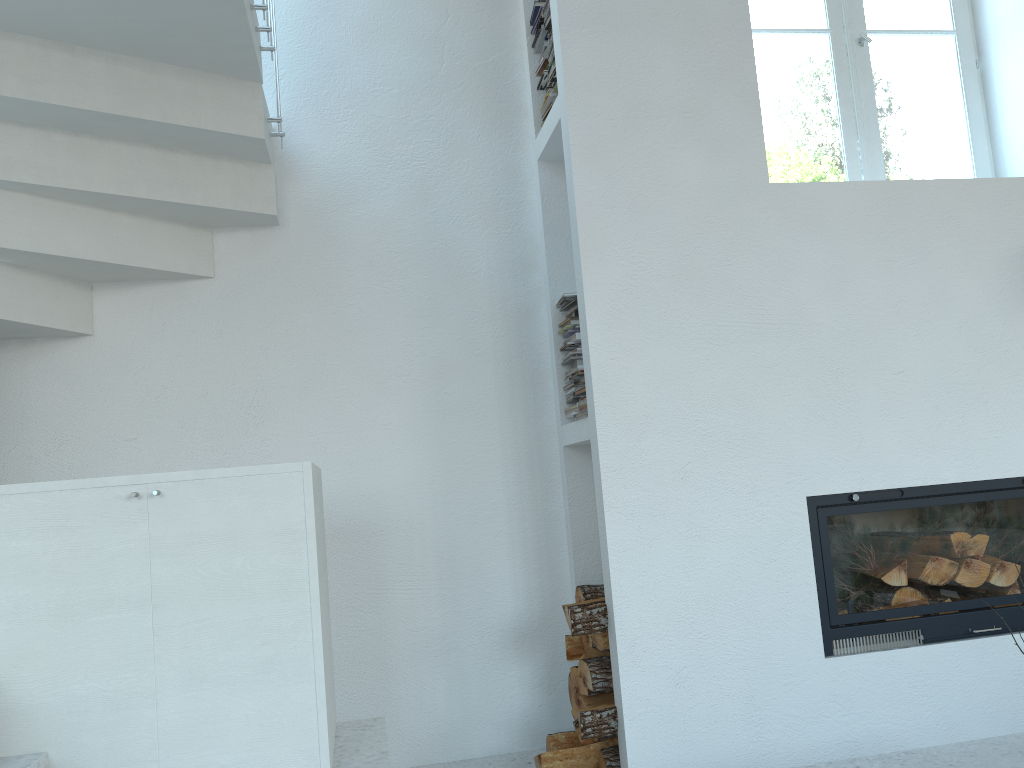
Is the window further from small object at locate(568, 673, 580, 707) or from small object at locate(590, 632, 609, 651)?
small object at locate(568, 673, 580, 707)

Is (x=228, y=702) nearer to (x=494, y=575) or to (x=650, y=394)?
(x=494, y=575)

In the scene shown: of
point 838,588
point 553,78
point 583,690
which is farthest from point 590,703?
point 553,78

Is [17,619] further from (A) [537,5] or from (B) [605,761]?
(A) [537,5]

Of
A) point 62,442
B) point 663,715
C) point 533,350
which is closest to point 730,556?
point 663,715

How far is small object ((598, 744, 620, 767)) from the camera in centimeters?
271cm

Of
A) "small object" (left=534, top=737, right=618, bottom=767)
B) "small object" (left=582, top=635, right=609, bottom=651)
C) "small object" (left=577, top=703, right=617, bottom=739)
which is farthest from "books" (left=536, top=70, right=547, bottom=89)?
"small object" (left=534, top=737, right=618, bottom=767)

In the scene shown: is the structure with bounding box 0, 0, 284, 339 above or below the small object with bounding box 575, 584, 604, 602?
above

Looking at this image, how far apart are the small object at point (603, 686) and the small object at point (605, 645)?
0.04m

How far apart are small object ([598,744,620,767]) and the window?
2.1 meters
